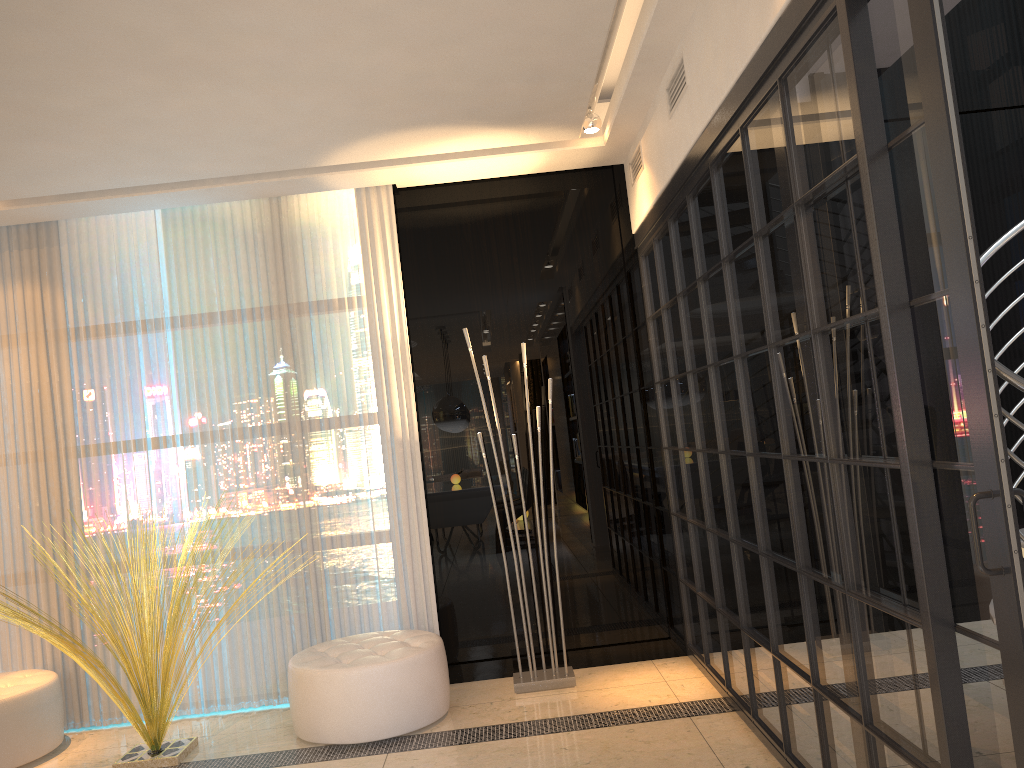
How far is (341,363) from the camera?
4.64m

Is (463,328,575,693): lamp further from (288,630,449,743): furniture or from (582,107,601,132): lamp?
(582,107,601,132): lamp

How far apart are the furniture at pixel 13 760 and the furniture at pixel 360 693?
1.2 meters

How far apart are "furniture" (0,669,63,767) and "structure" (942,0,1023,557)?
4.12m

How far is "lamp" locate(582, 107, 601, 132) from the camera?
4.3 meters

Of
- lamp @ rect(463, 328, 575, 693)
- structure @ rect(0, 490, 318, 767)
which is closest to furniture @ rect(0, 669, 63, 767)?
structure @ rect(0, 490, 318, 767)

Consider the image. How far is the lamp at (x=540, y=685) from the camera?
4.28m

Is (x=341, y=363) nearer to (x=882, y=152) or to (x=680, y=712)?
(x=680, y=712)

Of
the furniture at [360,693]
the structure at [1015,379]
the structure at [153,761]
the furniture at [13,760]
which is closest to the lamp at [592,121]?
the structure at [1015,379]

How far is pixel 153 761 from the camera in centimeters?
381cm
